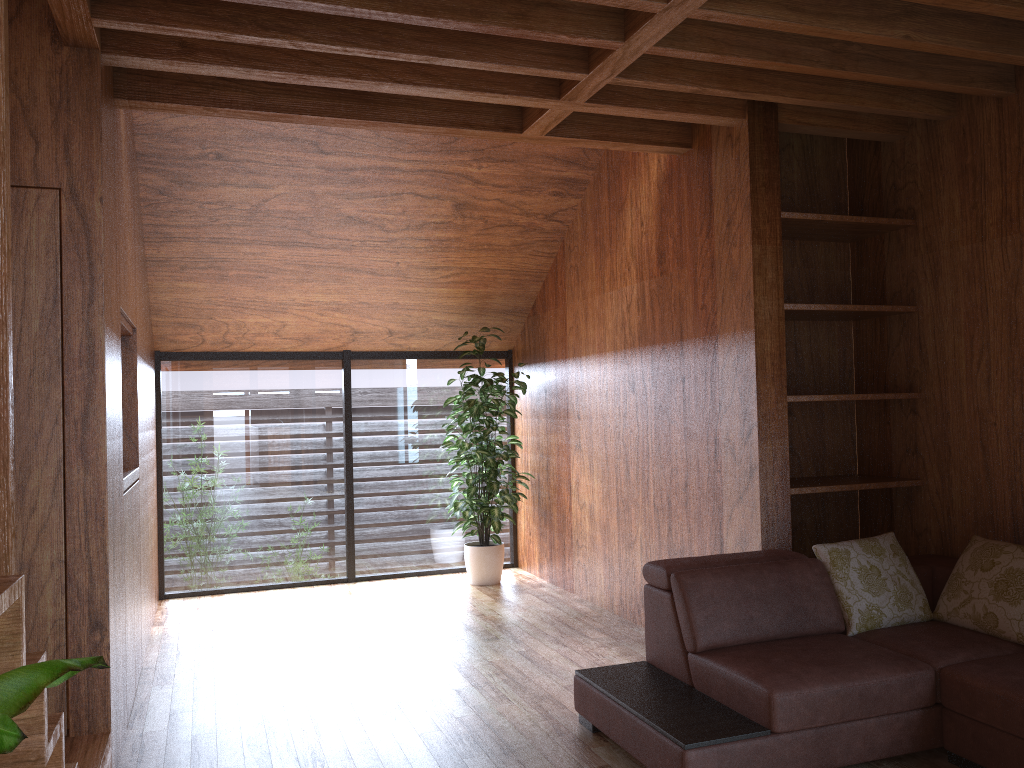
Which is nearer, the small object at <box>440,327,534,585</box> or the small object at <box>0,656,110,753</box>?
the small object at <box>0,656,110,753</box>

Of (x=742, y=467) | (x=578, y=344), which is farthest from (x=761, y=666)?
(x=578, y=344)

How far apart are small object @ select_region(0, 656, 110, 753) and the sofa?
1.8 meters

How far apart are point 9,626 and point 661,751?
1.8m

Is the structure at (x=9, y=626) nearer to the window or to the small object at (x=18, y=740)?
the small object at (x=18, y=740)

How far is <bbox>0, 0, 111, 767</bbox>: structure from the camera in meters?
1.4 m

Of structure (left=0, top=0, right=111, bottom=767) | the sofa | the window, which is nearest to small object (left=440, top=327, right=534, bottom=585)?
the window

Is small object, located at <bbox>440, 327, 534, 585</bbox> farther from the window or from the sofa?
the sofa

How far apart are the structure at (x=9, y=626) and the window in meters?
3.0 m

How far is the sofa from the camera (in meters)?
2.57
